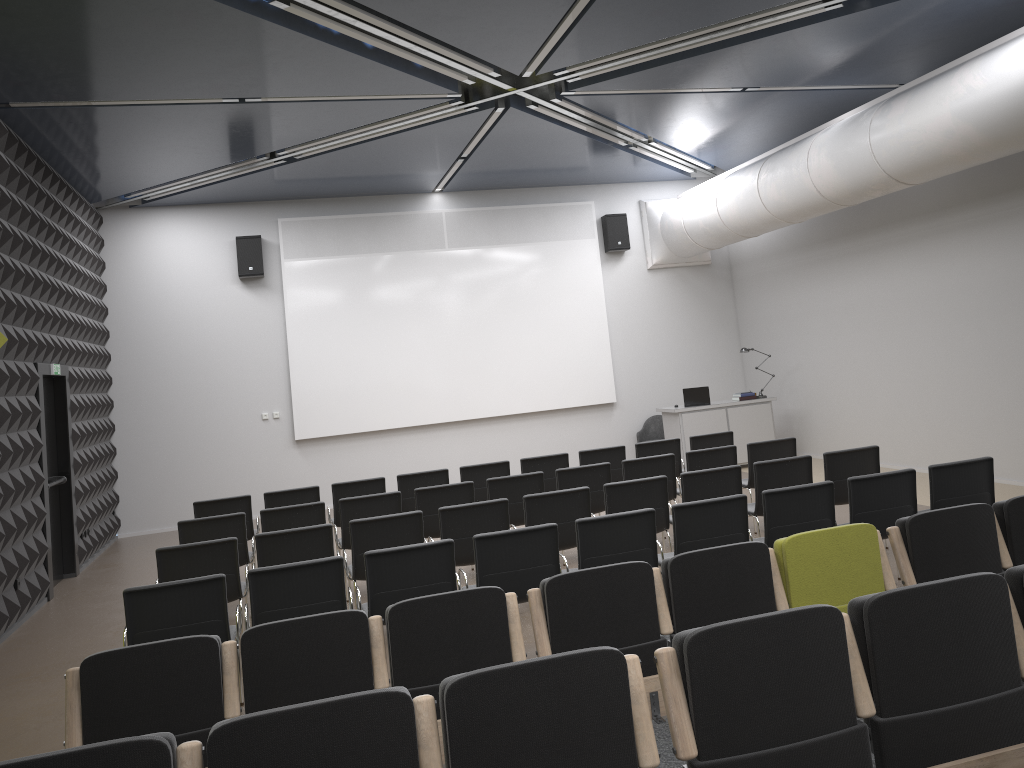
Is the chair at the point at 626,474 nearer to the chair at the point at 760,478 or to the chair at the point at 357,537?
the chair at the point at 760,478

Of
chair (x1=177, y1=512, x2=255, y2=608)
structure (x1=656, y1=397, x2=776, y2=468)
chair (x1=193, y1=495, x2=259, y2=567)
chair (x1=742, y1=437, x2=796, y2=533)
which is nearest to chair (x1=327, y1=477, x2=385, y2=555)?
chair (x1=193, y1=495, x2=259, y2=567)

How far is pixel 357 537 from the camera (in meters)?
6.70

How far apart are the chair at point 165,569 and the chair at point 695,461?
4.37m

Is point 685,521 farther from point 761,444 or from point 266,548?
point 761,444

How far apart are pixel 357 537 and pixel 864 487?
3.7 meters

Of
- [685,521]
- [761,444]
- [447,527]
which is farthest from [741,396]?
[685,521]

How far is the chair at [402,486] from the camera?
9.39m

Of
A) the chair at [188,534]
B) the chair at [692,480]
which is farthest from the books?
the chair at [188,534]

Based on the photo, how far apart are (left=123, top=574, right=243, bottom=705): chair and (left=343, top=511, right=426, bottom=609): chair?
1.2m
